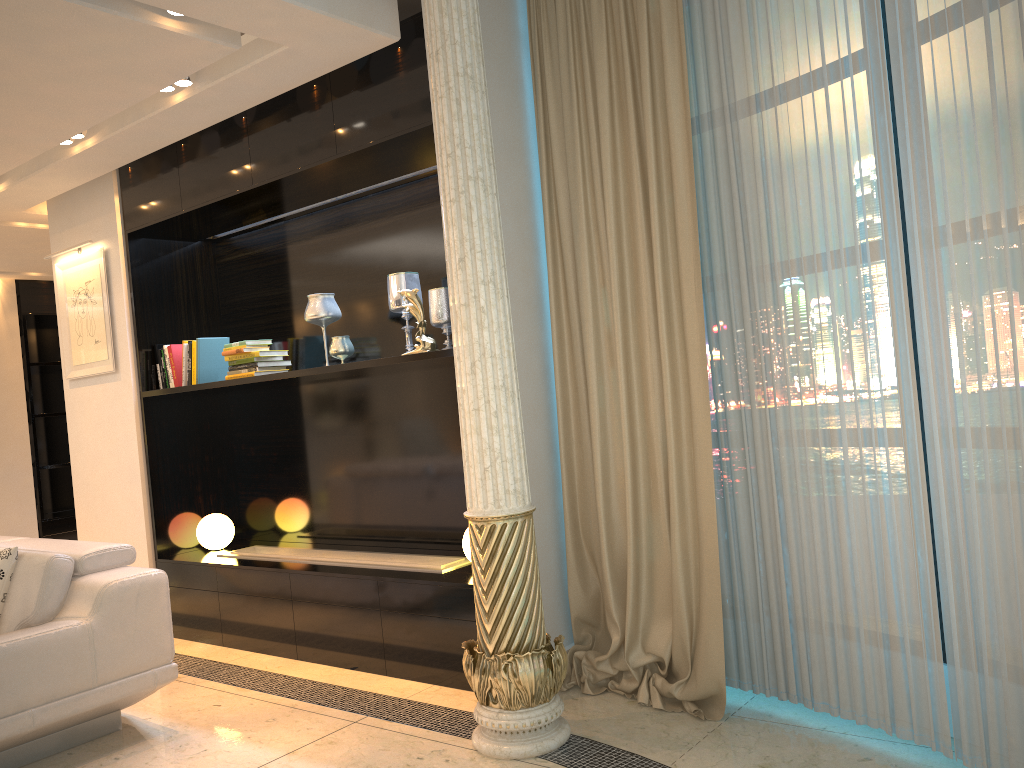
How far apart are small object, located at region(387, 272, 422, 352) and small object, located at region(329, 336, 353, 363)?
0.32m

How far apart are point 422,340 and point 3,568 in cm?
190

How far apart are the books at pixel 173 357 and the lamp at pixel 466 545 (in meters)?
2.15

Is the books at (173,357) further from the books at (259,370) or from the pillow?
the pillow

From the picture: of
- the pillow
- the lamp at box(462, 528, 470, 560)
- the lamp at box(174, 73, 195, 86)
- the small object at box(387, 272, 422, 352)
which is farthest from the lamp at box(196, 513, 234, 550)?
the lamp at box(174, 73, 195, 86)

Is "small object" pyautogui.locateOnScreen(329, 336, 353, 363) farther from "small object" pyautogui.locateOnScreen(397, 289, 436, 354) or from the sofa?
the sofa

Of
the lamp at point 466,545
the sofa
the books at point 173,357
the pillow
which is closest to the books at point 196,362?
the books at point 173,357

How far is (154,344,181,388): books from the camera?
5.01m

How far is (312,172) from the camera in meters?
4.1

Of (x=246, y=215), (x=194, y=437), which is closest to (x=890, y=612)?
(x=246, y=215)
